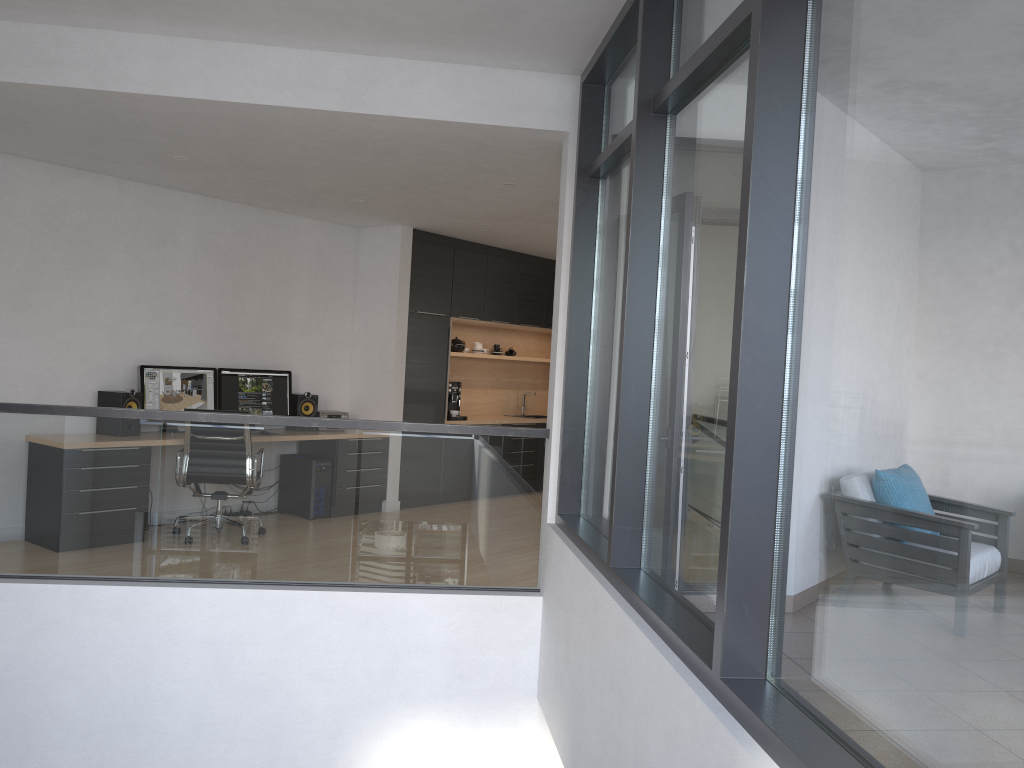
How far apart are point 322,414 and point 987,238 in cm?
705

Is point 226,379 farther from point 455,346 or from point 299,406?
point 455,346

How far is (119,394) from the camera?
6.6 meters

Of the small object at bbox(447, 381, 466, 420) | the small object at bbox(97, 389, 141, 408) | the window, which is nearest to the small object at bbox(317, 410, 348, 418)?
the small object at bbox(447, 381, 466, 420)

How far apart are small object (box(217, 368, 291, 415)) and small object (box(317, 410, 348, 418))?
0.30m

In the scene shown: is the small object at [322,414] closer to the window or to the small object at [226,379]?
the small object at [226,379]

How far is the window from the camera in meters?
1.5

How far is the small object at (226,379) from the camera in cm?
747

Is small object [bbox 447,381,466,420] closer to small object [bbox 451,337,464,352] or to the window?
small object [bbox 451,337,464,352]

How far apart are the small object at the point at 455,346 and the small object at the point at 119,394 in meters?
3.6
